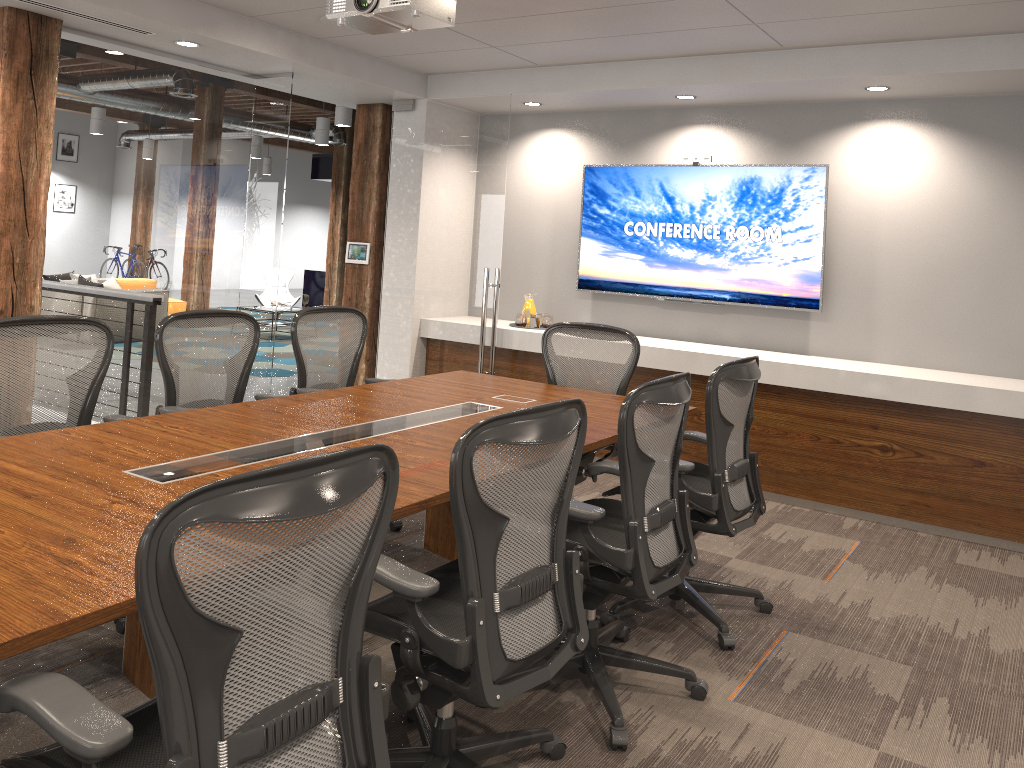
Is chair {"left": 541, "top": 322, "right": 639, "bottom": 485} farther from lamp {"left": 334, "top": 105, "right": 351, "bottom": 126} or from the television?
lamp {"left": 334, "top": 105, "right": 351, "bottom": 126}

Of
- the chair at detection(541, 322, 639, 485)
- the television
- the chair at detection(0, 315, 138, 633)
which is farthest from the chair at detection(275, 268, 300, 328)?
the chair at detection(0, 315, 138, 633)

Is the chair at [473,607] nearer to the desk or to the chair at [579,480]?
the desk

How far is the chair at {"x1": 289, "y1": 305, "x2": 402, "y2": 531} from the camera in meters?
4.6 m

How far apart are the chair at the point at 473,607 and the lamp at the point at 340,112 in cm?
837

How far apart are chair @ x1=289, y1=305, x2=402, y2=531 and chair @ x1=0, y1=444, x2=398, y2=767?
2.5m

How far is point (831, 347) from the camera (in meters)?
6.05

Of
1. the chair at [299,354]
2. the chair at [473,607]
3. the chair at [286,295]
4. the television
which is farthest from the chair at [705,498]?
the chair at [286,295]

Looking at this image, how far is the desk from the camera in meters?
1.8 m

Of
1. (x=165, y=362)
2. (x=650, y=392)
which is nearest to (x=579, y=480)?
(x=650, y=392)
